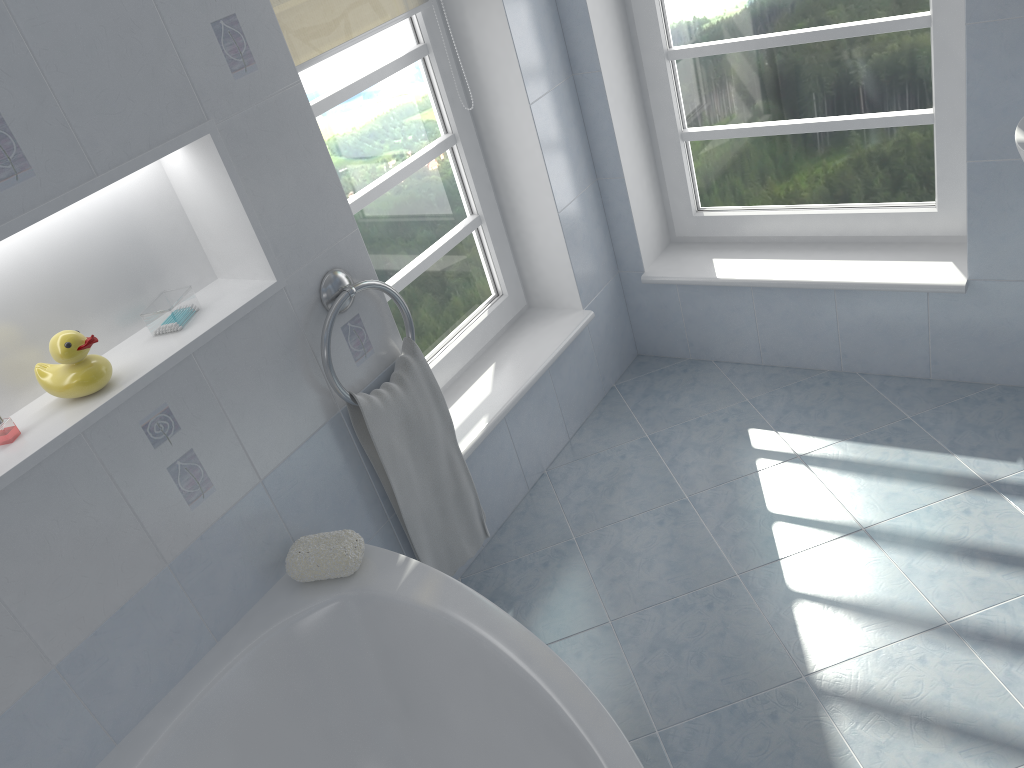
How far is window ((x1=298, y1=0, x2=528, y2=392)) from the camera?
2.2m

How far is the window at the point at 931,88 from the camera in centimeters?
235cm

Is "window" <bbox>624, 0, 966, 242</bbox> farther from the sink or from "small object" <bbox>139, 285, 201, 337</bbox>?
"small object" <bbox>139, 285, 201, 337</bbox>

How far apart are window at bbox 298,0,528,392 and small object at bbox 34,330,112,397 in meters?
0.8

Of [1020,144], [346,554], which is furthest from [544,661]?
[1020,144]

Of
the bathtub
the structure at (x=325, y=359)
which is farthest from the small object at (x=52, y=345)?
the bathtub

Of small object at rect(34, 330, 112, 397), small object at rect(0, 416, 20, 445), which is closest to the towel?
small object at rect(34, 330, 112, 397)

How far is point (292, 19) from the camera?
2.0m

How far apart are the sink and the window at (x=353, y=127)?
1.4 meters

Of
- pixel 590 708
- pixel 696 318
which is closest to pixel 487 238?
pixel 696 318
